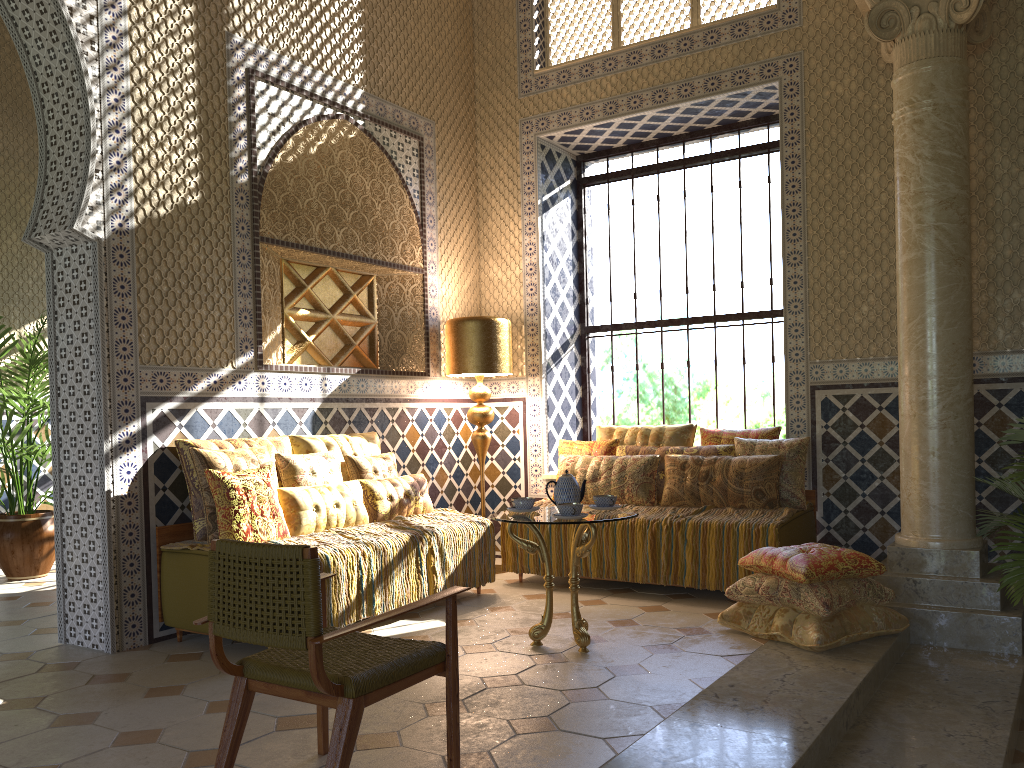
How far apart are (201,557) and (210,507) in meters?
0.4 m

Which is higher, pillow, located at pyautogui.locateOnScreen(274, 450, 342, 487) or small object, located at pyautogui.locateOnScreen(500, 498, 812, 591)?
pillow, located at pyautogui.locateOnScreen(274, 450, 342, 487)

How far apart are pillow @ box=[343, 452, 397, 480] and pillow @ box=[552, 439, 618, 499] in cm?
201

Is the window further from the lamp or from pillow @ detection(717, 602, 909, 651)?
pillow @ detection(717, 602, 909, 651)

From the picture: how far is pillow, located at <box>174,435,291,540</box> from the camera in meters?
7.0 m

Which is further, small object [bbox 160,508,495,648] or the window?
the window

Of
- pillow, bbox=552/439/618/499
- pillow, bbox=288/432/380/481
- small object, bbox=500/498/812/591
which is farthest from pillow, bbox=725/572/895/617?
pillow, bbox=288/432/380/481

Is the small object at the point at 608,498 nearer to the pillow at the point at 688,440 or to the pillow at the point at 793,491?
the pillow at the point at 793,491

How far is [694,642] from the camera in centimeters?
647cm

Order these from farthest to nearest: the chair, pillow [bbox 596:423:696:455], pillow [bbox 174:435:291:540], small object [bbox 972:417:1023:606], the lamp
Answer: the lamp < pillow [bbox 596:423:696:455] < pillow [bbox 174:435:291:540] < small object [bbox 972:417:1023:606] < the chair
